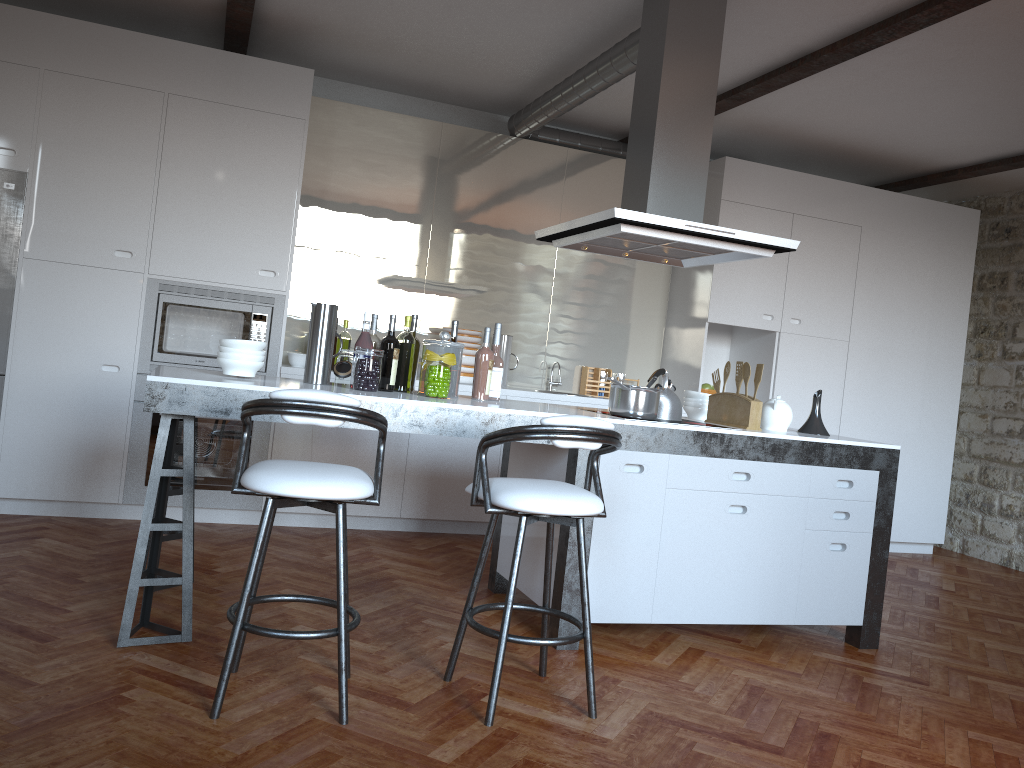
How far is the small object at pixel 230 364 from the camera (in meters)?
3.44

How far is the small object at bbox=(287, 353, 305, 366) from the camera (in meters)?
5.40

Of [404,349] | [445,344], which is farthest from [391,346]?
[445,344]

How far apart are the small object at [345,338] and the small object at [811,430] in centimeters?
274cm

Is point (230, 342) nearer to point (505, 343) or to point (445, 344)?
point (445, 344)

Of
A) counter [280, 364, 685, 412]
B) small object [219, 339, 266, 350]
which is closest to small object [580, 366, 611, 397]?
counter [280, 364, 685, 412]

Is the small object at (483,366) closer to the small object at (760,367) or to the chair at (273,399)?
the chair at (273,399)

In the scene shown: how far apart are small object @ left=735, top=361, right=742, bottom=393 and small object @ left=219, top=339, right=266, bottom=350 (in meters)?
2.15

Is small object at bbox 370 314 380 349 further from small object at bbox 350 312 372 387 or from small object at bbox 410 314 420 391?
small object at bbox 410 314 420 391

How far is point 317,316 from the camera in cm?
370
